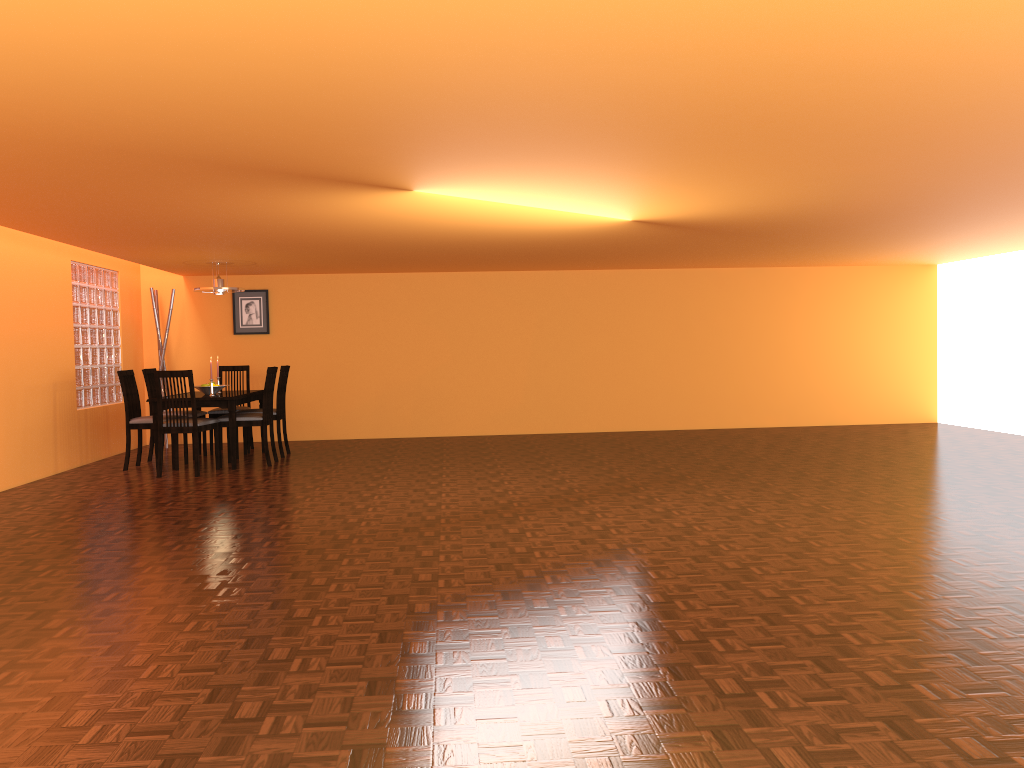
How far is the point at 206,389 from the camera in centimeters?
738cm

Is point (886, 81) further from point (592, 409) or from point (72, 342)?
point (592, 409)

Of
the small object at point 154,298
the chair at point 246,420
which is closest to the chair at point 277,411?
the chair at point 246,420

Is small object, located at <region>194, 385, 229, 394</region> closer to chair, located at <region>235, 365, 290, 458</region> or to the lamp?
chair, located at <region>235, 365, 290, 458</region>

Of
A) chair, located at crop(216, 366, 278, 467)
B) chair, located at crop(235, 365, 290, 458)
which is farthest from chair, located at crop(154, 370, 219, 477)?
chair, located at crop(235, 365, 290, 458)

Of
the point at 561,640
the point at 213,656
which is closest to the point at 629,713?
the point at 561,640

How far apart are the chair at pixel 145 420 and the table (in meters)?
0.41

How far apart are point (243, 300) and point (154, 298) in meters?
0.8

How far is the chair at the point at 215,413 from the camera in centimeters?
802cm

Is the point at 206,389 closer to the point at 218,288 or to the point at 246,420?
the point at 246,420
